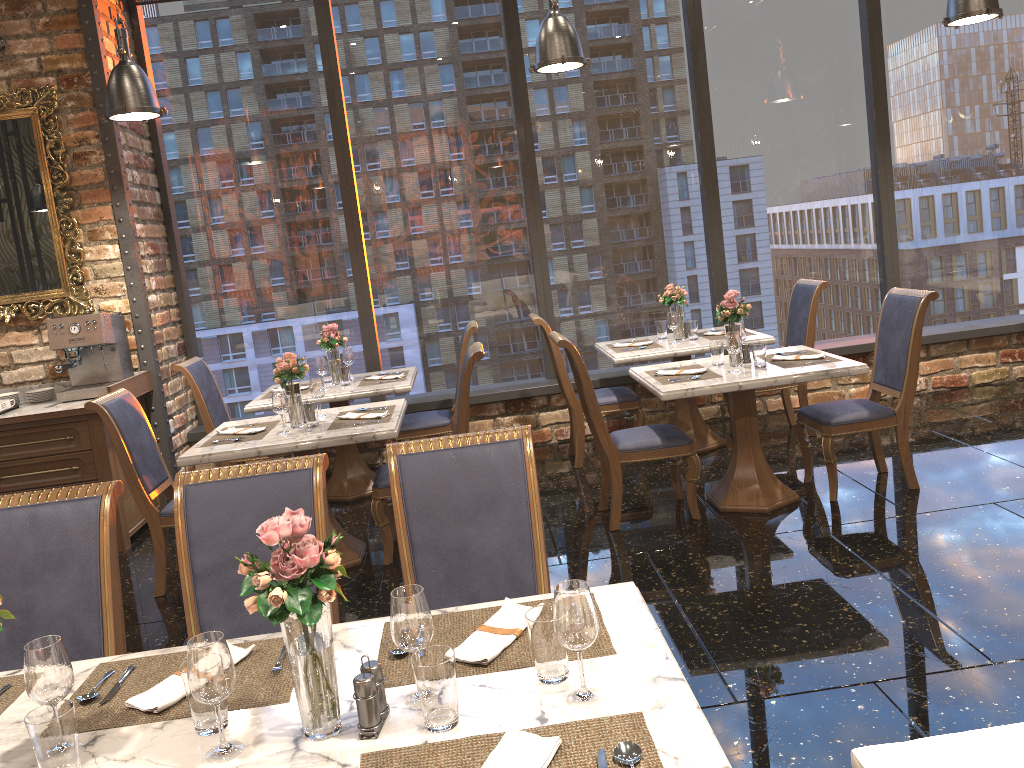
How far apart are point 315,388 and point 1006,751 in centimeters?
375cm

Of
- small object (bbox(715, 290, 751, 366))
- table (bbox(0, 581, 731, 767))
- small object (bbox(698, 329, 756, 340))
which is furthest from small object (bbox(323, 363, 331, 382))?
table (bbox(0, 581, 731, 767))

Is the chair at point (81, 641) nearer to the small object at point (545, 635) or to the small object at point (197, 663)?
the small object at point (197, 663)

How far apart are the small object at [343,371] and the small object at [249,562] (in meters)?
4.31

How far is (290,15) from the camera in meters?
6.5

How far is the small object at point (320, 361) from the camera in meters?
5.8

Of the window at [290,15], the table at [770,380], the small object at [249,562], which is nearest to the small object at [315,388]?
the table at [770,380]

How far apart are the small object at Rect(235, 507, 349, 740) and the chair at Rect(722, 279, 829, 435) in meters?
4.9 m

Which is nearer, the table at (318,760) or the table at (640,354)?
the table at (318,760)

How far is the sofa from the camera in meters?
1.8
